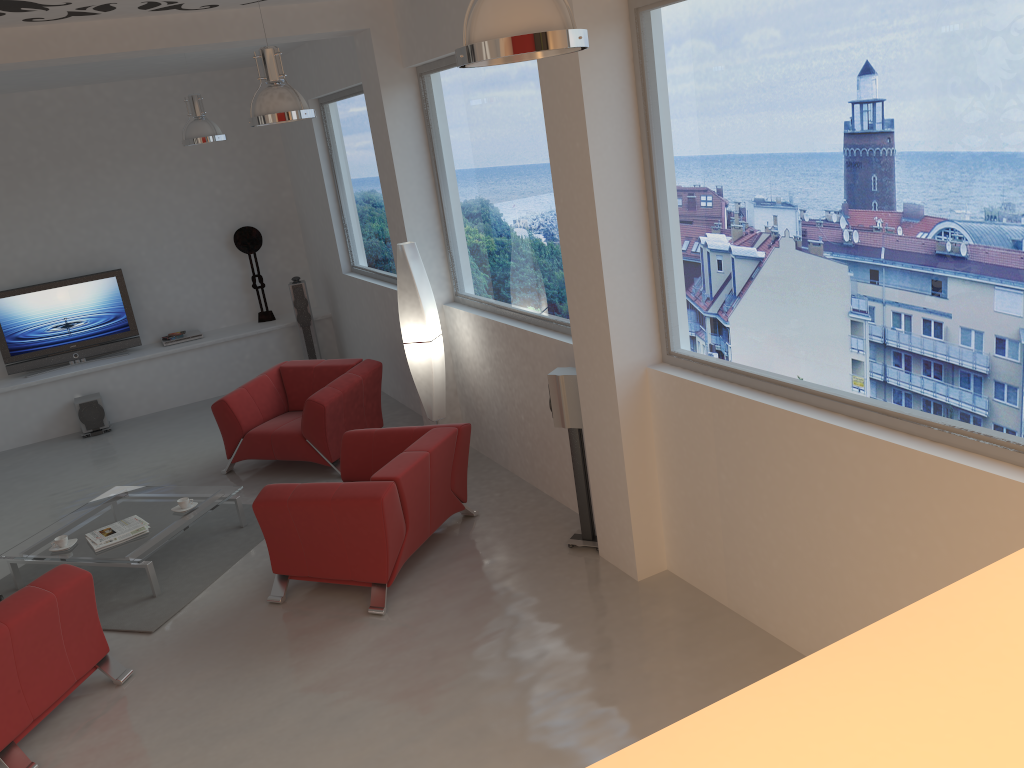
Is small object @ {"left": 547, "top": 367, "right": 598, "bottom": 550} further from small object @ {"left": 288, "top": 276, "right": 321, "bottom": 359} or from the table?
small object @ {"left": 288, "top": 276, "right": 321, "bottom": 359}

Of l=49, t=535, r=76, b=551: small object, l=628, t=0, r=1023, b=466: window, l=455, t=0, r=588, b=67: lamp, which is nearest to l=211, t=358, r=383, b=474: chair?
l=49, t=535, r=76, b=551: small object

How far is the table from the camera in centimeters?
559cm

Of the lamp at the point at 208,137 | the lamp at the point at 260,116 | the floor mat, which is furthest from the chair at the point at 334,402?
the lamp at the point at 260,116

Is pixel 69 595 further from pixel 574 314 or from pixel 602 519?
pixel 574 314

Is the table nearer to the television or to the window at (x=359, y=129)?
the window at (x=359, y=129)

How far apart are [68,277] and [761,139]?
8.4 meters

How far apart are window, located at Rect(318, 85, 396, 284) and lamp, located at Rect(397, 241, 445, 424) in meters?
1.9 m

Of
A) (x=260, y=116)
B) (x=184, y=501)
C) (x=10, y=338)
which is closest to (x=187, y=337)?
(x=10, y=338)

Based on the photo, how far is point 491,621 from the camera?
4.75m
